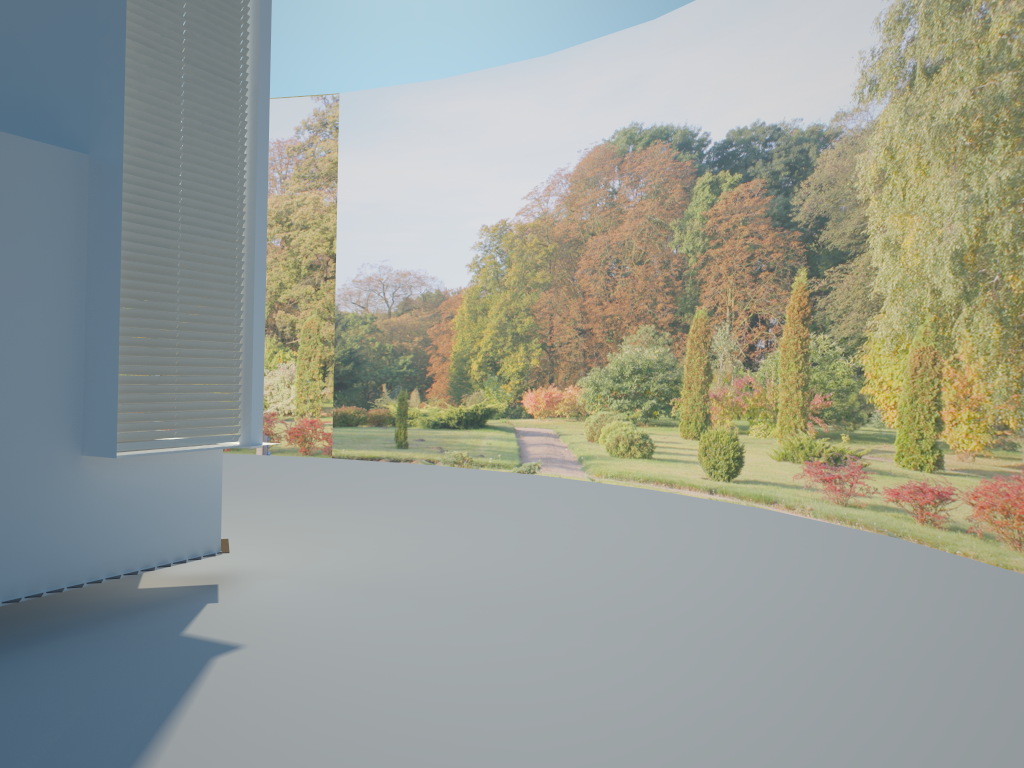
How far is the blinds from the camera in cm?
561

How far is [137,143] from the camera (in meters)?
5.61

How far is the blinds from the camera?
5.6m
